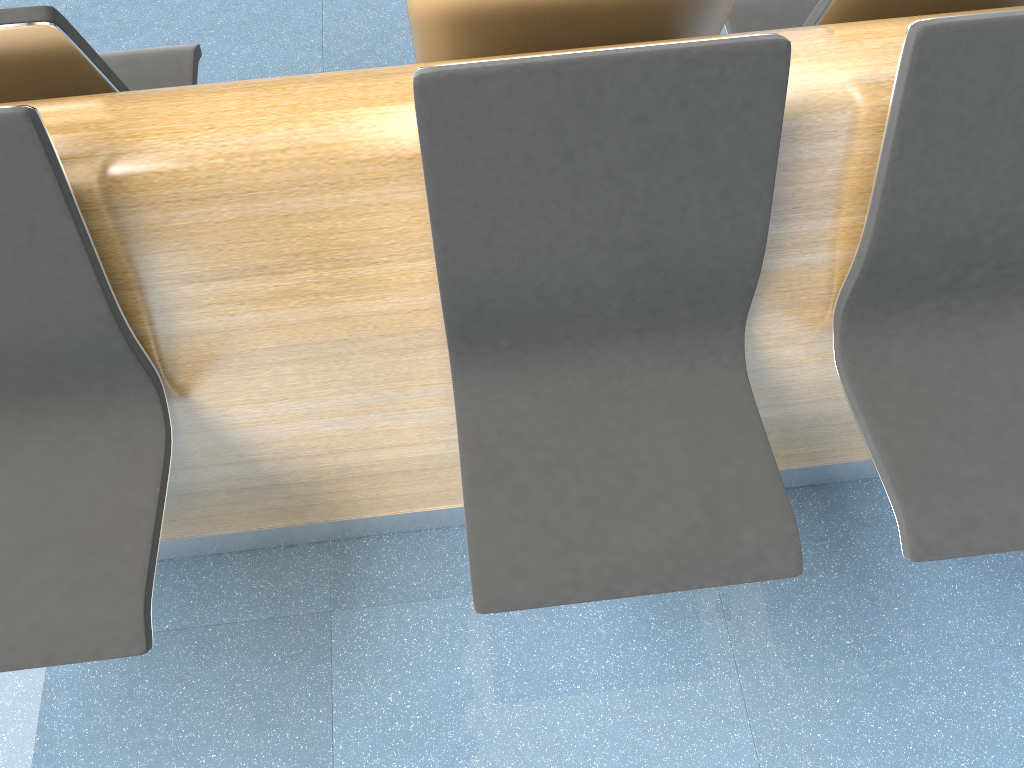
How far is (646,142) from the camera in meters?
1.2 m

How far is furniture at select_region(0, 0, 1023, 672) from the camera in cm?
120

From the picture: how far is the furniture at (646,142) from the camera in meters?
1.2 m
